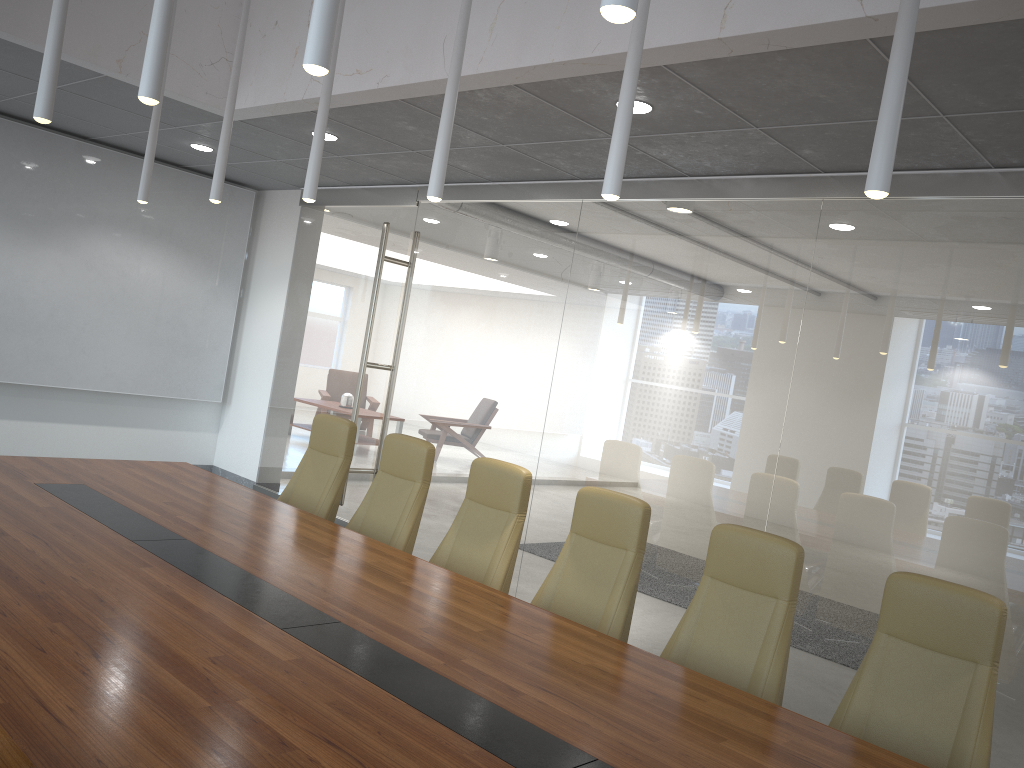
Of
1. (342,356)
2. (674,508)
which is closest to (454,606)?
(674,508)

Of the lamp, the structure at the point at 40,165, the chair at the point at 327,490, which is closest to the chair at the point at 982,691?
the lamp

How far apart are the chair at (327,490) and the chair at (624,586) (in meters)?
1.87

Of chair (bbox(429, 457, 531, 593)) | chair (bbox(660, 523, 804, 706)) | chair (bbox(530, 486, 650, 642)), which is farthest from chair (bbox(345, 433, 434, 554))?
chair (bbox(660, 523, 804, 706))

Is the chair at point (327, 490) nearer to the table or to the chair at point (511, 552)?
the table

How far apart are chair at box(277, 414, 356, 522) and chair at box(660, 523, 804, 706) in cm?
266

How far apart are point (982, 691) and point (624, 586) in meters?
1.6

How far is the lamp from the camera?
2.3m

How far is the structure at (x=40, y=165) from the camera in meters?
8.6 m

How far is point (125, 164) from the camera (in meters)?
9.14
